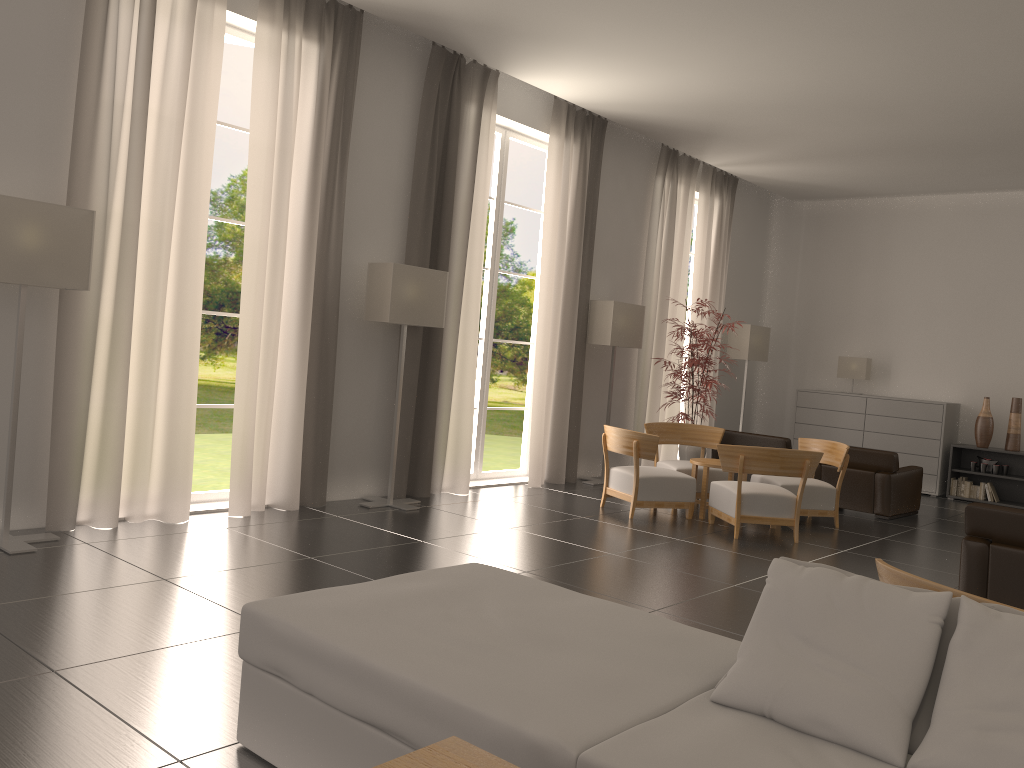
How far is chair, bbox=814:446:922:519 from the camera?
14.10m

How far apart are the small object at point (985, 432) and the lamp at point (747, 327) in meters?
4.4 m

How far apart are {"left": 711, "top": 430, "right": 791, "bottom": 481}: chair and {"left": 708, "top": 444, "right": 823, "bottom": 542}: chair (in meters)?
3.42

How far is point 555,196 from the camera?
14.4 meters

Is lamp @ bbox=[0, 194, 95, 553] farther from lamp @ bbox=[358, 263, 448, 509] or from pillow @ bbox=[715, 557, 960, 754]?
pillow @ bbox=[715, 557, 960, 754]

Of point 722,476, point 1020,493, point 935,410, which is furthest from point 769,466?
point 1020,493

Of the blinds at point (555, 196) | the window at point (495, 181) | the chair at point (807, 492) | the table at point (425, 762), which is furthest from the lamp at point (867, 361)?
the table at point (425, 762)

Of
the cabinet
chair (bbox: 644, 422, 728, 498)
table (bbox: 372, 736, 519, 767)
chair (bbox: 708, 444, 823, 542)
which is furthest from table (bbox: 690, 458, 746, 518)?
table (bbox: 372, 736, 519, 767)

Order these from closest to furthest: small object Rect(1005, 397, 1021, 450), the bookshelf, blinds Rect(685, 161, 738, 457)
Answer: small object Rect(1005, 397, 1021, 450), the bookshelf, blinds Rect(685, 161, 738, 457)

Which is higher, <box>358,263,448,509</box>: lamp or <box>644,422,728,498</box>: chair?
<box>358,263,448,509</box>: lamp
